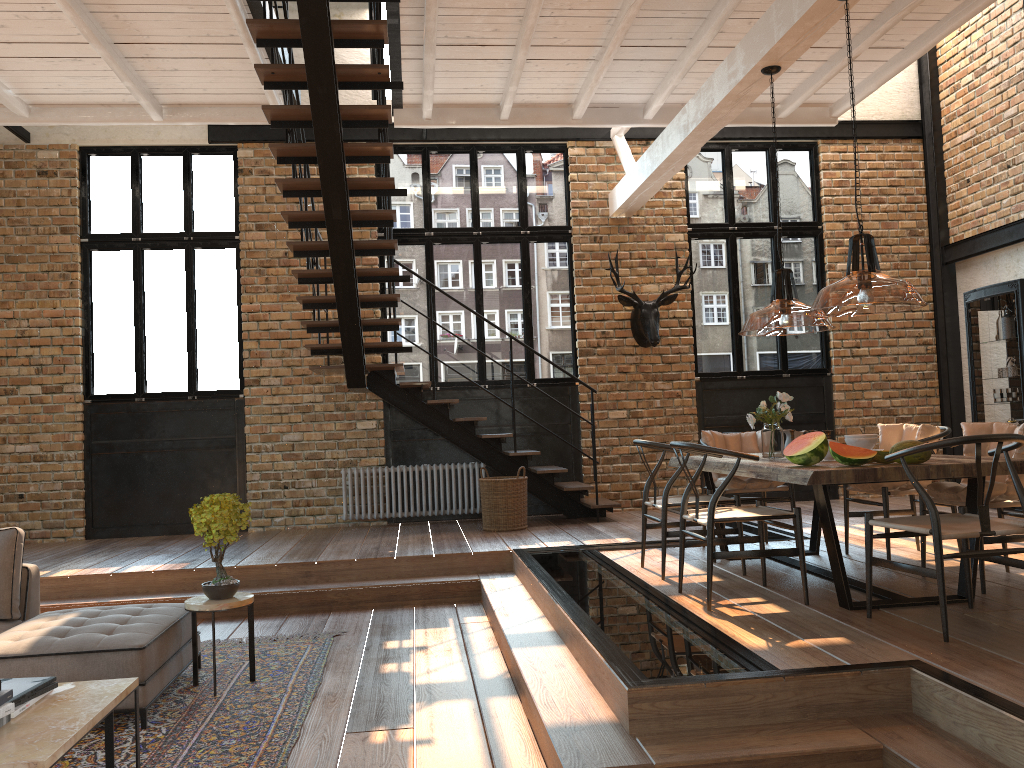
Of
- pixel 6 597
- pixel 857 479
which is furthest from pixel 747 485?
pixel 6 597

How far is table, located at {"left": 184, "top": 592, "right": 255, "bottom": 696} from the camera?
4.53m

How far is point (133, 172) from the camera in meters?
9.4

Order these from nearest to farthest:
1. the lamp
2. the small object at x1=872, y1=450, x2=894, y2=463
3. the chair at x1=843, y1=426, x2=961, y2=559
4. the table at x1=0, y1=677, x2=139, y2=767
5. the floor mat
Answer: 1. the table at x1=0, y1=677, x2=139, y2=767
2. the lamp
3. the floor mat
4. the small object at x1=872, y1=450, x2=894, y2=463
5. the chair at x1=843, y1=426, x2=961, y2=559

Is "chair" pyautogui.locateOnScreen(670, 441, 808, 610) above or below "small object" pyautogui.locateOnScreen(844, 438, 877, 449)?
below

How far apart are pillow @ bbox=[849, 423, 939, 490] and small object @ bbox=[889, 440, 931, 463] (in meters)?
1.44

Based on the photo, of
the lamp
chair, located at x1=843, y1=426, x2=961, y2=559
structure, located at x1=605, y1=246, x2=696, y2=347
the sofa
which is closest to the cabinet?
the lamp

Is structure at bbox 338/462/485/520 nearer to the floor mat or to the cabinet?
the floor mat

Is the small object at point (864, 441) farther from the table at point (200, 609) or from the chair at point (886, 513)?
the table at point (200, 609)

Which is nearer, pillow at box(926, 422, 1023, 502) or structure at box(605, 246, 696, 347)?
pillow at box(926, 422, 1023, 502)
